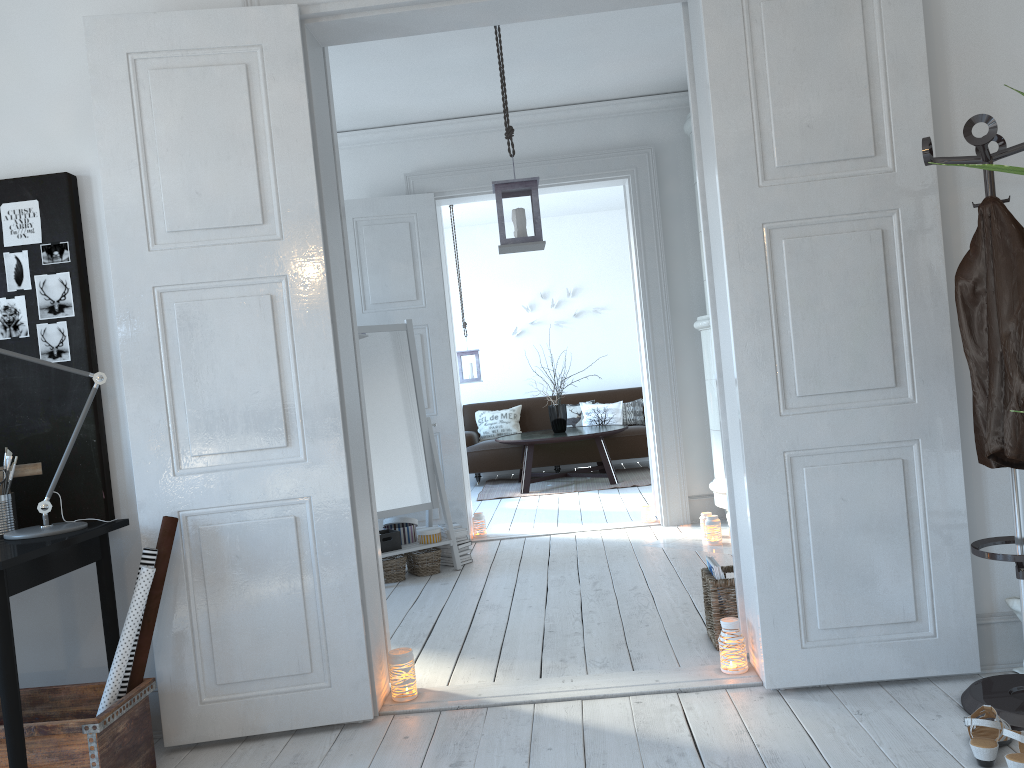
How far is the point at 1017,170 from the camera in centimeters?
172cm

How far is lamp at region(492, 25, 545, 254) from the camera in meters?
4.3

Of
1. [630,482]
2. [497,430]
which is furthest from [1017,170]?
[497,430]

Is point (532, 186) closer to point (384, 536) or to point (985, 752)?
point (384, 536)

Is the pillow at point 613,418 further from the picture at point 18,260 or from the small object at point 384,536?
the picture at point 18,260

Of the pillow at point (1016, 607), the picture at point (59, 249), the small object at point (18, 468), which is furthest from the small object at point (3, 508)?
the pillow at point (1016, 607)

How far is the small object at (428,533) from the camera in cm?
510

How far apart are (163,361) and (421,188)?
3.4 meters

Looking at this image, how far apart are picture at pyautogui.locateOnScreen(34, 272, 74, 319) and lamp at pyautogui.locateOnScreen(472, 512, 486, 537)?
3.54m

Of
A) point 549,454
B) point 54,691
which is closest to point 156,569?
point 54,691
